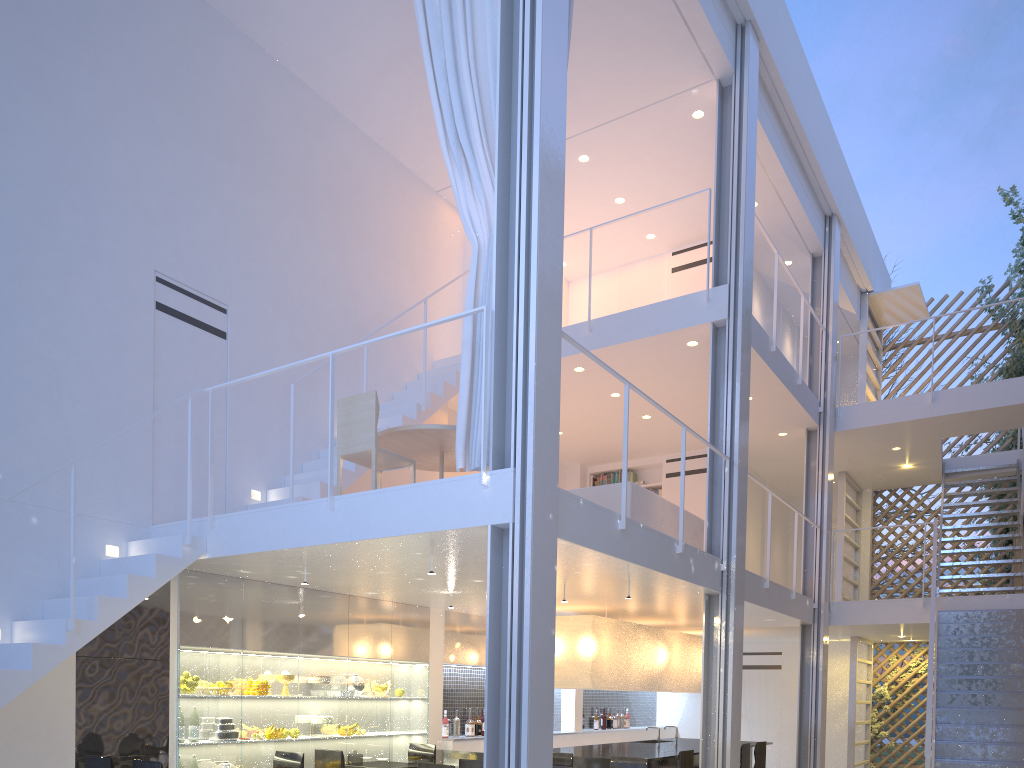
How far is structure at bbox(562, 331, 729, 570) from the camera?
3.0 meters

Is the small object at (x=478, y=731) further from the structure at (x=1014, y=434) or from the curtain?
the structure at (x=1014, y=434)

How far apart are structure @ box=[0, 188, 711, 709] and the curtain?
1.2 meters

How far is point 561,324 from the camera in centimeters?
281cm

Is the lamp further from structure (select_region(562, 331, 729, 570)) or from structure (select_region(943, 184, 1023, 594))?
structure (select_region(943, 184, 1023, 594))

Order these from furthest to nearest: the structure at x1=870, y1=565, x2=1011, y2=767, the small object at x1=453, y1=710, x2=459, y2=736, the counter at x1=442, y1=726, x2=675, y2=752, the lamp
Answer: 1. the structure at x1=870, y1=565, x2=1011, y2=767
2. the small object at x1=453, y1=710, x2=459, y2=736
3. the counter at x1=442, y1=726, x2=675, y2=752
4. the lamp

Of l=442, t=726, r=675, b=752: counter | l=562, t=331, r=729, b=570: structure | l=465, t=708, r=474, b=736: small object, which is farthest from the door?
l=562, t=331, r=729, b=570: structure

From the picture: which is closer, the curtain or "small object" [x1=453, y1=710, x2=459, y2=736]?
the curtain

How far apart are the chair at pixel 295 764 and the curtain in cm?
162

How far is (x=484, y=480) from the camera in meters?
2.6
